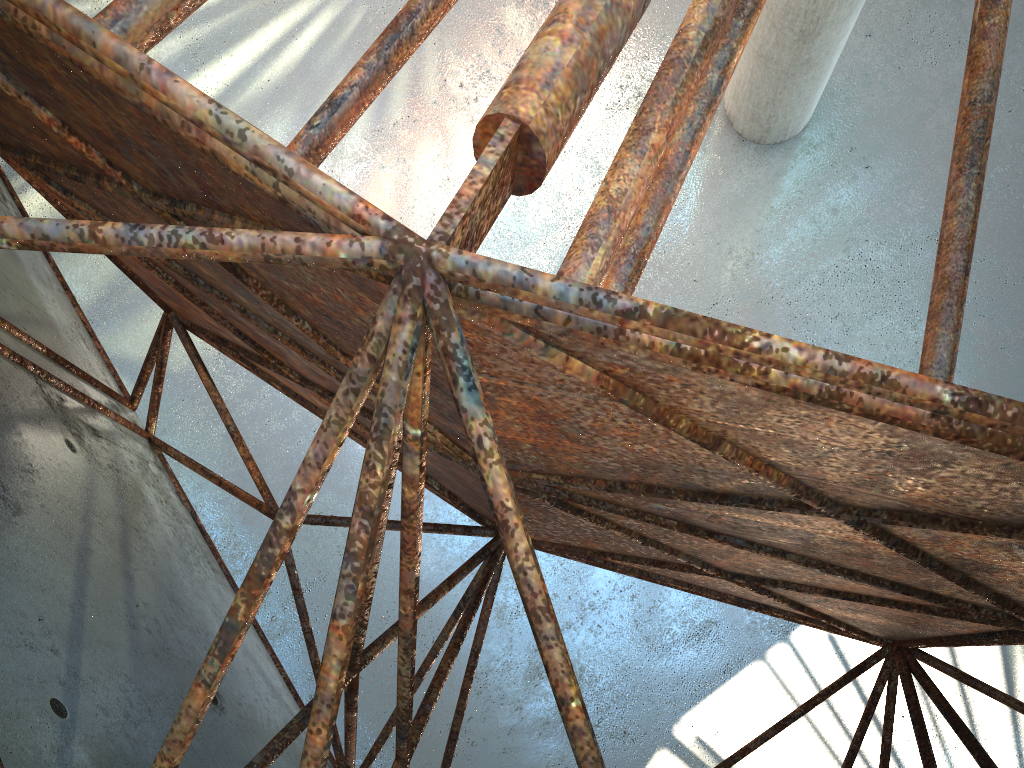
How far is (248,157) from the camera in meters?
3.0

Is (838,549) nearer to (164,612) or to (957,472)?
(957,472)
